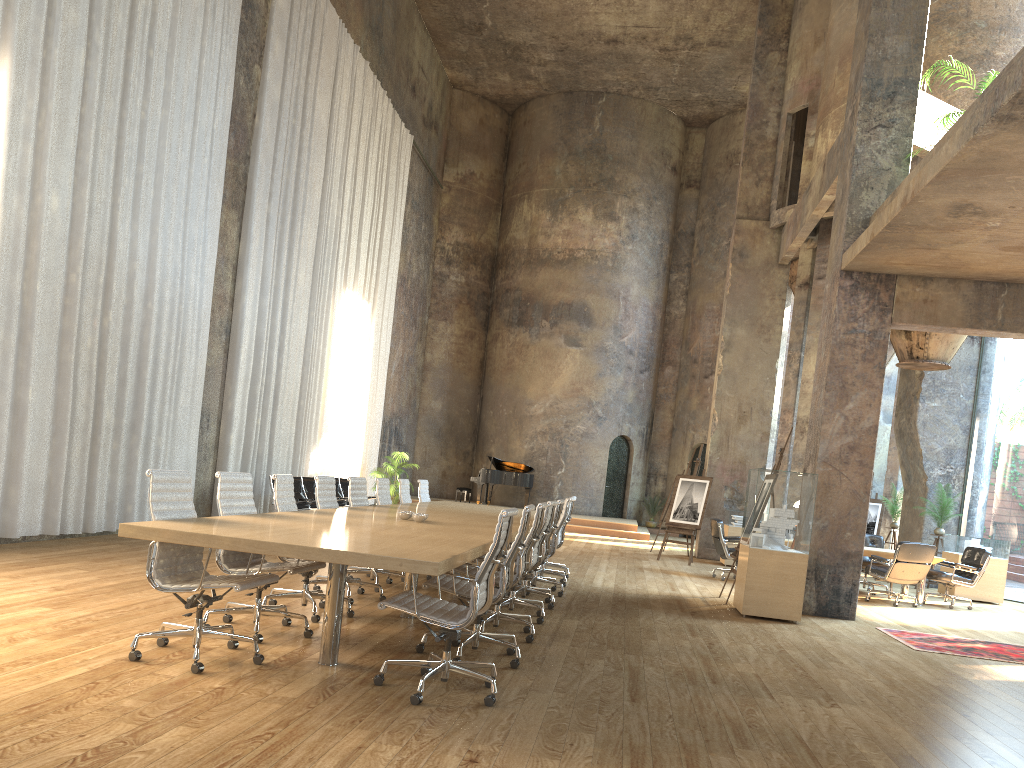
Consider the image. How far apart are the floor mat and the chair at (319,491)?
4.87m

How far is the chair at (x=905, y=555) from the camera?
11.52m

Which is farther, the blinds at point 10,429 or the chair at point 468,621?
the blinds at point 10,429

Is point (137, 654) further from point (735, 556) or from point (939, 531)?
point (939, 531)

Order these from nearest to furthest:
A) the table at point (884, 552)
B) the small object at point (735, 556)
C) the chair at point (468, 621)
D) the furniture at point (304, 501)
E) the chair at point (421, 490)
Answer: the chair at point (468, 621) → the small object at point (735, 556) → the chair at point (421, 490) → the table at point (884, 552) → the furniture at point (304, 501)

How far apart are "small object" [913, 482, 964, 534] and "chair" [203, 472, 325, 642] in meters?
12.6

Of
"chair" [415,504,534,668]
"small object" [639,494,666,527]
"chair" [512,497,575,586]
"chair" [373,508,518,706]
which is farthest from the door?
"chair" [373,508,518,706]

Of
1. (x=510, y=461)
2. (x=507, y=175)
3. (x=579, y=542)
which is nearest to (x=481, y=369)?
(x=510, y=461)

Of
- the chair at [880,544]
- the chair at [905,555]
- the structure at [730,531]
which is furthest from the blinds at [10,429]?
the chair at [880,544]

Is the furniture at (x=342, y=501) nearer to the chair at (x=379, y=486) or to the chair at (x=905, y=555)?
the chair at (x=379, y=486)
